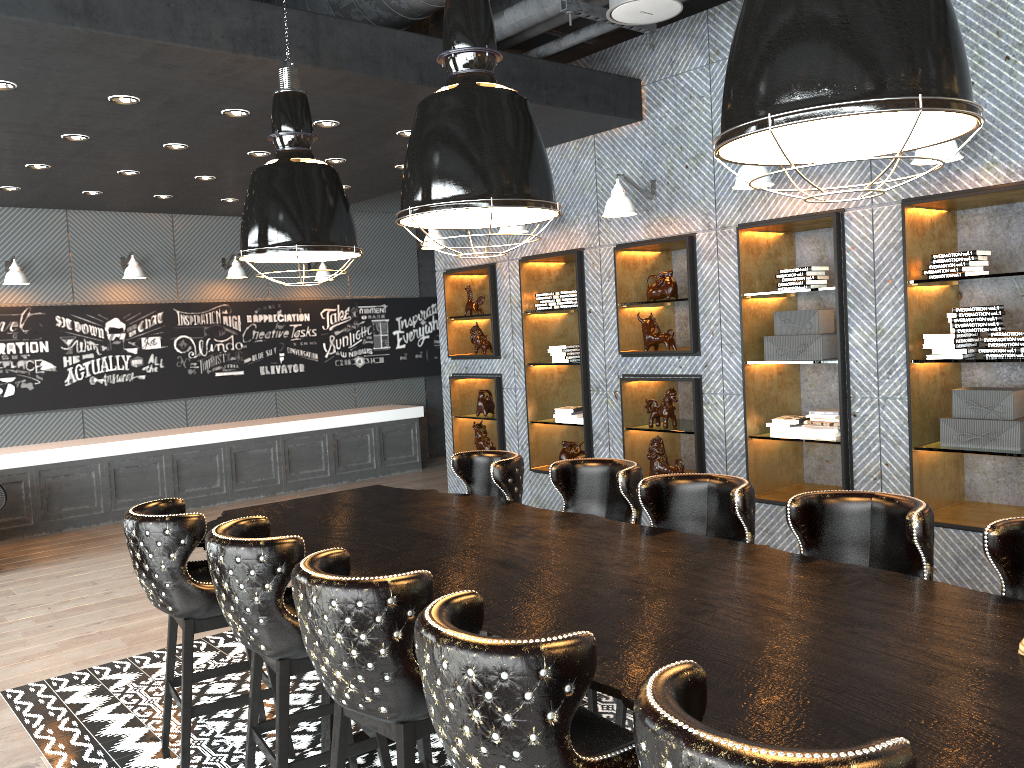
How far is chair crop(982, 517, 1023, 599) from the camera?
2.65m

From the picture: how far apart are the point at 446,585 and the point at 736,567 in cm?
97

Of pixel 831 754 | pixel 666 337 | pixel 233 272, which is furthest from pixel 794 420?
pixel 233 272

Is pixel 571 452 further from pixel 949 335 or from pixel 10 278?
pixel 10 278

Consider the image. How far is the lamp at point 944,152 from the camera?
4.4m

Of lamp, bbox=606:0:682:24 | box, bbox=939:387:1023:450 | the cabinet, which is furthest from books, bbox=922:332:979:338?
the cabinet

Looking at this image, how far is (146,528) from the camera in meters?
3.5

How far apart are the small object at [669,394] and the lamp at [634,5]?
2.75m

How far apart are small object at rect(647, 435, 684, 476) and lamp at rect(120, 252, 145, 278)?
6.1 meters

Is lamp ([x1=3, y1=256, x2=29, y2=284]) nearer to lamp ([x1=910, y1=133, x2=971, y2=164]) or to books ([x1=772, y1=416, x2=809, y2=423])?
books ([x1=772, y1=416, x2=809, y2=423])
